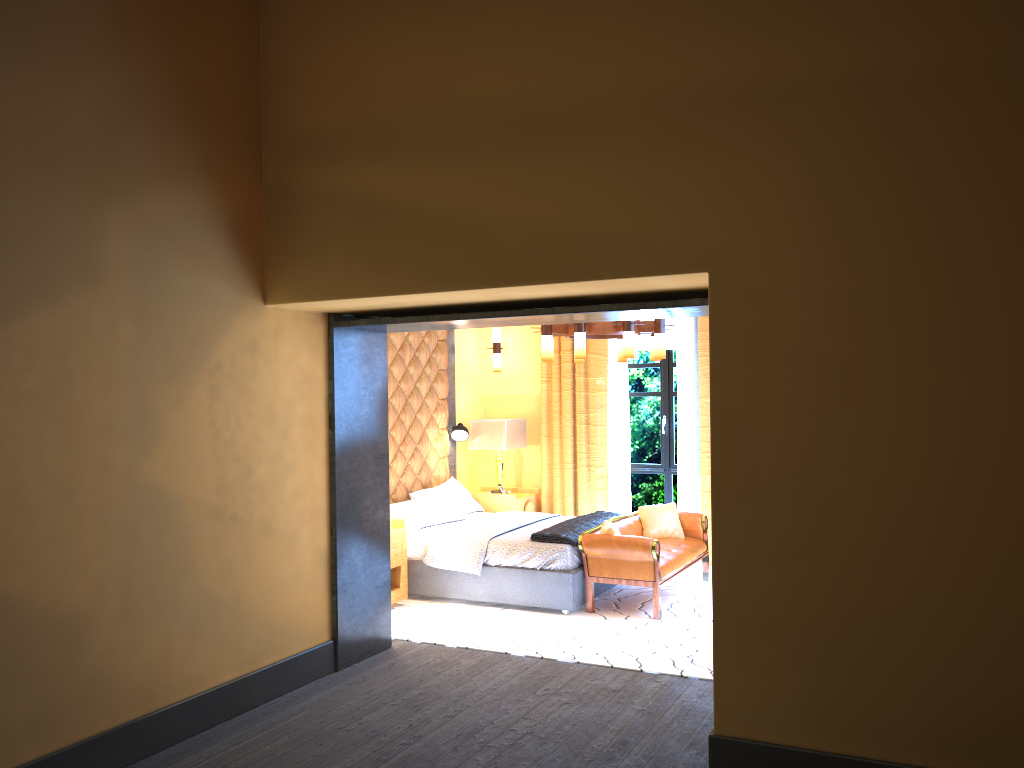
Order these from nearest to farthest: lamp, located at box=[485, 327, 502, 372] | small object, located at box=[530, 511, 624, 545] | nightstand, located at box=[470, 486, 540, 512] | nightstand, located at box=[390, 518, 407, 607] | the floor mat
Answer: the floor mat → small object, located at box=[530, 511, 624, 545] → nightstand, located at box=[390, 518, 407, 607] → nightstand, located at box=[470, 486, 540, 512] → lamp, located at box=[485, 327, 502, 372]

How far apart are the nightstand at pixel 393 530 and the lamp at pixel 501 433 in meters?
2.0

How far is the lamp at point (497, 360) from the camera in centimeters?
944cm

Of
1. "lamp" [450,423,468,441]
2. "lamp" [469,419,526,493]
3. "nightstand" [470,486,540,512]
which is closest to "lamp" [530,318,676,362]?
"lamp" [469,419,526,493]

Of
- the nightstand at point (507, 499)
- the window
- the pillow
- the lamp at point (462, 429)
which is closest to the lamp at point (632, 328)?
the pillow

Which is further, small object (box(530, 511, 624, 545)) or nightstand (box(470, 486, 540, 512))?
nightstand (box(470, 486, 540, 512))

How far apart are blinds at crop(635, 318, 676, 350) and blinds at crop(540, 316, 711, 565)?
0.44m

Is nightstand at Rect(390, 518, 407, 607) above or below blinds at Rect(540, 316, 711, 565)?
below

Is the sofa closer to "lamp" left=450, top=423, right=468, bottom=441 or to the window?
the window

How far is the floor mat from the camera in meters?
5.6 m
